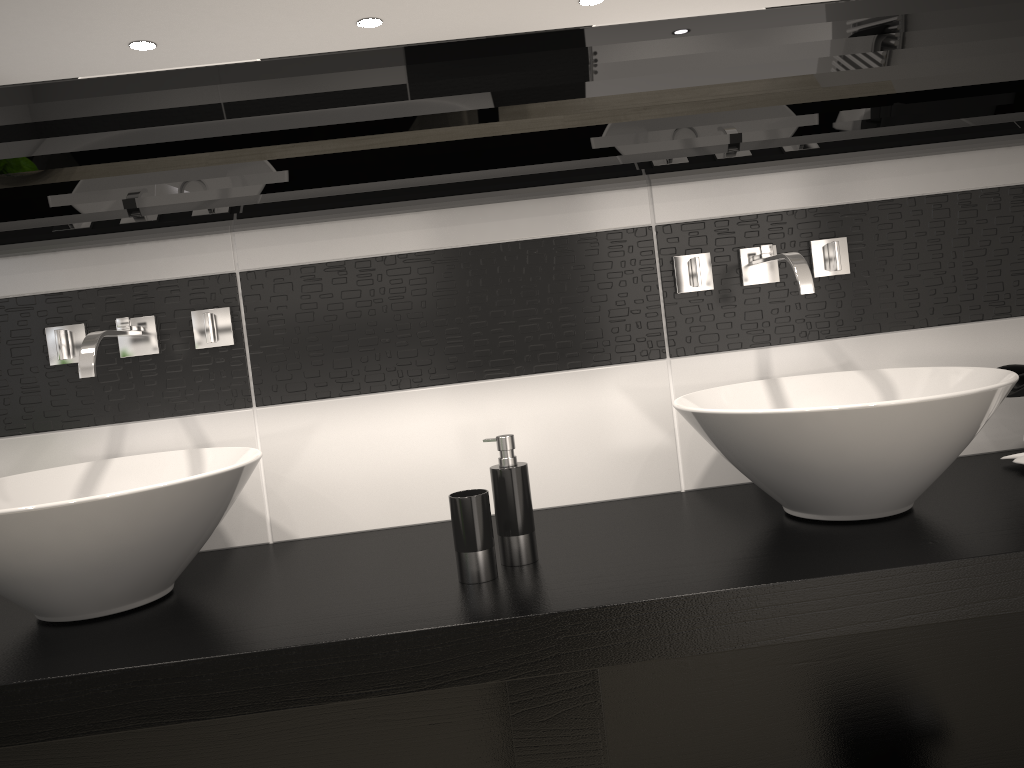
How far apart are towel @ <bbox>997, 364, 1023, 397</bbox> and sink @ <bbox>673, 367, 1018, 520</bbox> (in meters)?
0.18

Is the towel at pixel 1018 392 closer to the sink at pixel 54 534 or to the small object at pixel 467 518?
the small object at pixel 467 518

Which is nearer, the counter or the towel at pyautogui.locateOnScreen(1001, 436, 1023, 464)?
the counter

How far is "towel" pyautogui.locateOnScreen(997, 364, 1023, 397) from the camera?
1.7 meters

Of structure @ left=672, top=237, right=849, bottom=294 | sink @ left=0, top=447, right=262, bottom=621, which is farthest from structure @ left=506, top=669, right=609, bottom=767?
structure @ left=672, top=237, right=849, bottom=294

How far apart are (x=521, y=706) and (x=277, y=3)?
1.2 meters

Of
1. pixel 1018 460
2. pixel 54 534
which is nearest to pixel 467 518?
pixel 54 534

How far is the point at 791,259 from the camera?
1.6 meters

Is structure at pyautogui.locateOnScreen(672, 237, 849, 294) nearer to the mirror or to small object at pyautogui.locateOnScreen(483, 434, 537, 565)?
the mirror

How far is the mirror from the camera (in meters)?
1.51
